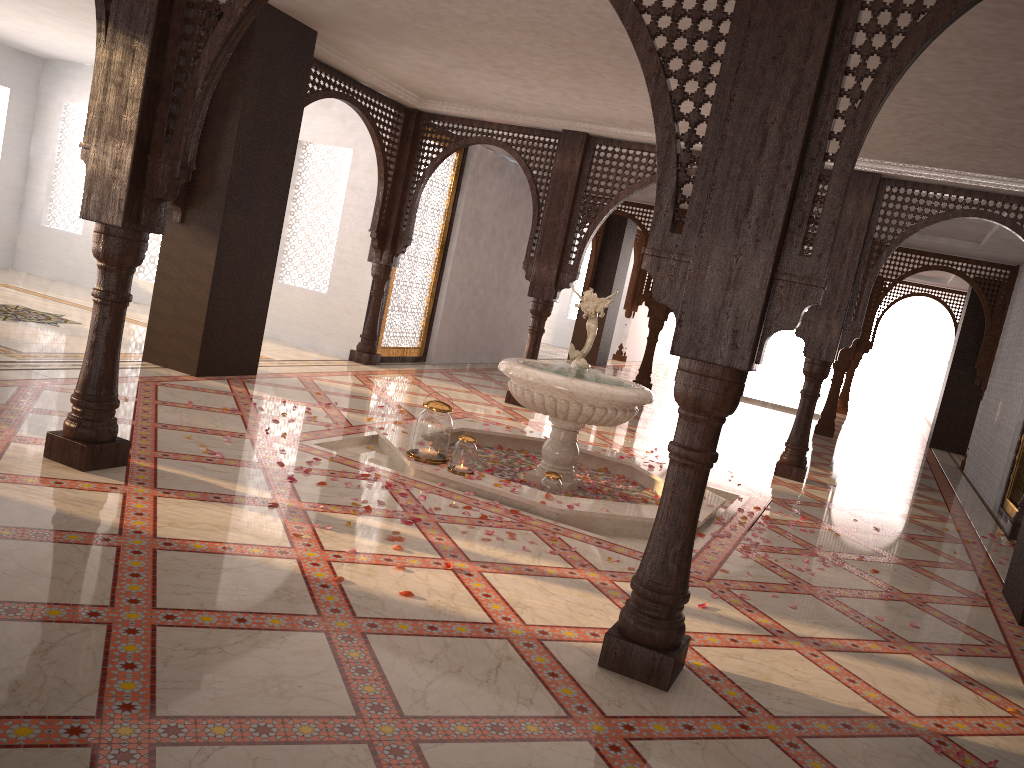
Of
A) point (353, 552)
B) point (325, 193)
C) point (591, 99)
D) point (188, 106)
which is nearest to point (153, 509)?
point (353, 552)

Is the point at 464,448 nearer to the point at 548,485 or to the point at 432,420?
the point at 432,420

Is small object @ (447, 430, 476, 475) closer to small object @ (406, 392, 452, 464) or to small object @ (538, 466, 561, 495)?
small object @ (406, 392, 452, 464)

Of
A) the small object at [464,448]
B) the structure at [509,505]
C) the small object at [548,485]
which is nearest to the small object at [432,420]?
the structure at [509,505]

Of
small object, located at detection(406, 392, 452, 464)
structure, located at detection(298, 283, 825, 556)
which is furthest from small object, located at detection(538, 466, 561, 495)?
small object, located at detection(406, 392, 452, 464)

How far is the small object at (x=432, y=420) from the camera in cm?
531

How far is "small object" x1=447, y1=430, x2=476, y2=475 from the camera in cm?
519

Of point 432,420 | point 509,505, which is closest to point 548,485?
point 509,505

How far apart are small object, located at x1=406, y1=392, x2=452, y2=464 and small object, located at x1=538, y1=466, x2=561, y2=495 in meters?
0.6

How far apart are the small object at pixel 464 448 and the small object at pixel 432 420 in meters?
0.1
